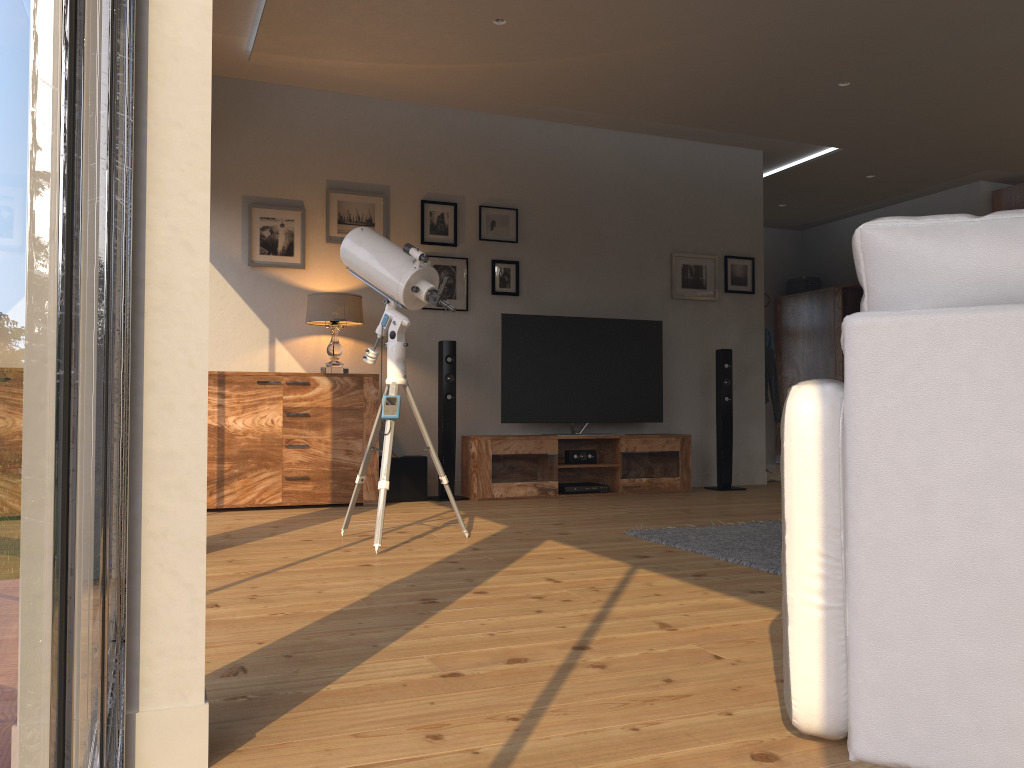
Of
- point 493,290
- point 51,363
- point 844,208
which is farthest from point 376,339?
point 51,363

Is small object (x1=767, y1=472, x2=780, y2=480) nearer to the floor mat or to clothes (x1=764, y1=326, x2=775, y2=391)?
clothes (x1=764, y1=326, x2=775, y2=391)

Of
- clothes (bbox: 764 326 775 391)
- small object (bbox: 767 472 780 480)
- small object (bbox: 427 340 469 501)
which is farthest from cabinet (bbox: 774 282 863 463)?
small object (bbox: 427 340 469 501)

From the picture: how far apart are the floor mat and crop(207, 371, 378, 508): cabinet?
2.0m

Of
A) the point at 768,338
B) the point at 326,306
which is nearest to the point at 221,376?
the point at 326,306

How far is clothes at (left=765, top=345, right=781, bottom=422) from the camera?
8.14m

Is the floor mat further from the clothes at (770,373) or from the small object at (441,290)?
the clothes at (770,373)

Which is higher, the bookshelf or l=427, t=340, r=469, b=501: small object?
the bookshelf

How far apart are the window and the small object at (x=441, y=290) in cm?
231

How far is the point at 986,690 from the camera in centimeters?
139cm
